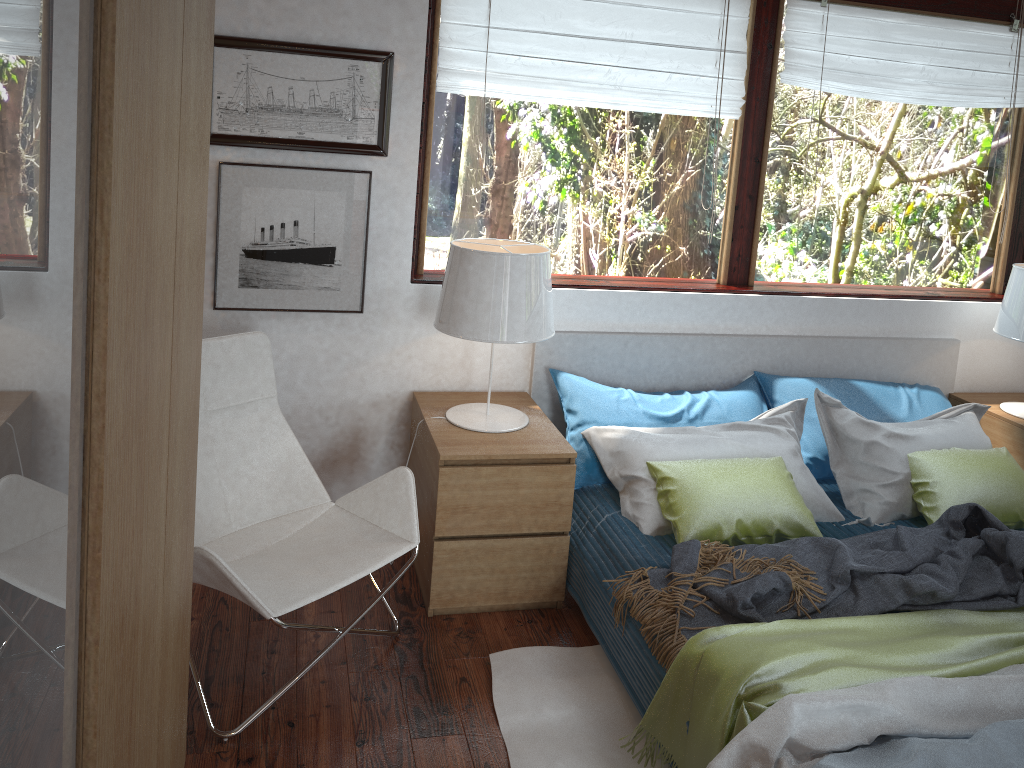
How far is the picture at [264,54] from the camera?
2.8m

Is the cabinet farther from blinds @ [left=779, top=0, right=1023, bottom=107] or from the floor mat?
blinds @ [left=779, top=0, right=1023, bottom=107]

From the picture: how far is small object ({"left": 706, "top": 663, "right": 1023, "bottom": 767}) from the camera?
1.8m

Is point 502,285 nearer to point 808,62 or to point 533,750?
point 533,750

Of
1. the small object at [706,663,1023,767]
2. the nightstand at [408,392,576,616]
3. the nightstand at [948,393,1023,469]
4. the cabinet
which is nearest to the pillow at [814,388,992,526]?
the nightstand at [948,393,1023,469]

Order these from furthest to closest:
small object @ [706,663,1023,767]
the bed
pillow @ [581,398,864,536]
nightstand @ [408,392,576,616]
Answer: pillow @ [581,398,864,536] → nightstand @ [408,392,576,616] → the bed → small object @ [706,663,1023,767]

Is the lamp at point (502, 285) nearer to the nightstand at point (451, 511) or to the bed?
the nightstand at point (451, 511)

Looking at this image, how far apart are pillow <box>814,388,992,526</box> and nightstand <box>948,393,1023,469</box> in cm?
13

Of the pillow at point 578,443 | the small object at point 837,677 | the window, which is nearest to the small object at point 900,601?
the small object at point 837,677

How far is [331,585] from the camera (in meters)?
2.29
